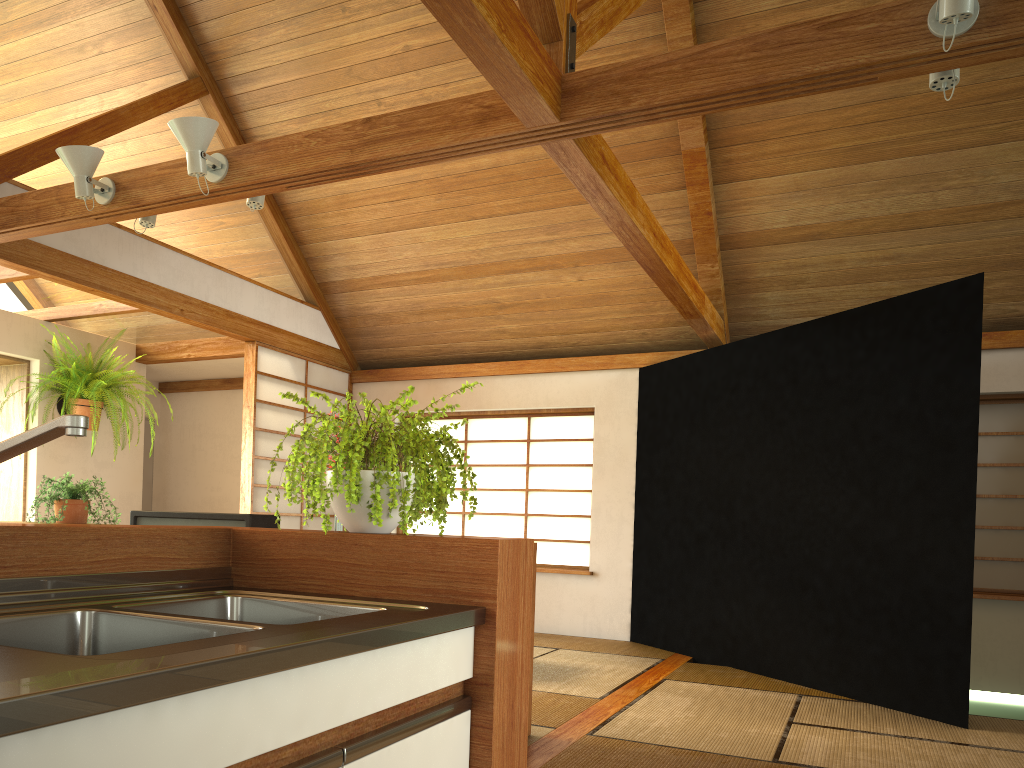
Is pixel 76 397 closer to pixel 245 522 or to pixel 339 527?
pixel 245 522

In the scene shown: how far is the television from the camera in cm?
334

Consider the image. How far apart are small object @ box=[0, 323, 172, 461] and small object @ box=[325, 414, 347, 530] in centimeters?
313cm

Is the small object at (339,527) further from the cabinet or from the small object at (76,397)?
the small object at (76,397)

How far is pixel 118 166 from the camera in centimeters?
491cm

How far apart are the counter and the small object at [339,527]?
1.59m

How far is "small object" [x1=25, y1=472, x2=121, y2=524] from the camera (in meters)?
3.98

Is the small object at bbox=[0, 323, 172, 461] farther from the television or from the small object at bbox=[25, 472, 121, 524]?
the television

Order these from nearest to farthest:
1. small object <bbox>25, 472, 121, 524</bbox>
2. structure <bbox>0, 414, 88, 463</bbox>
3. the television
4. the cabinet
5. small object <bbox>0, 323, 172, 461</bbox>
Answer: the cabinet < structure <bbox>0, 414, 88, 463</bbox> < the television < small object <bbox>25, 472, 121, 524</bbox> < small object <bbox>0, 323, 172, 461</bbox>

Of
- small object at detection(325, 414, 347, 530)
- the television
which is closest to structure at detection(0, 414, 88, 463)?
the television
